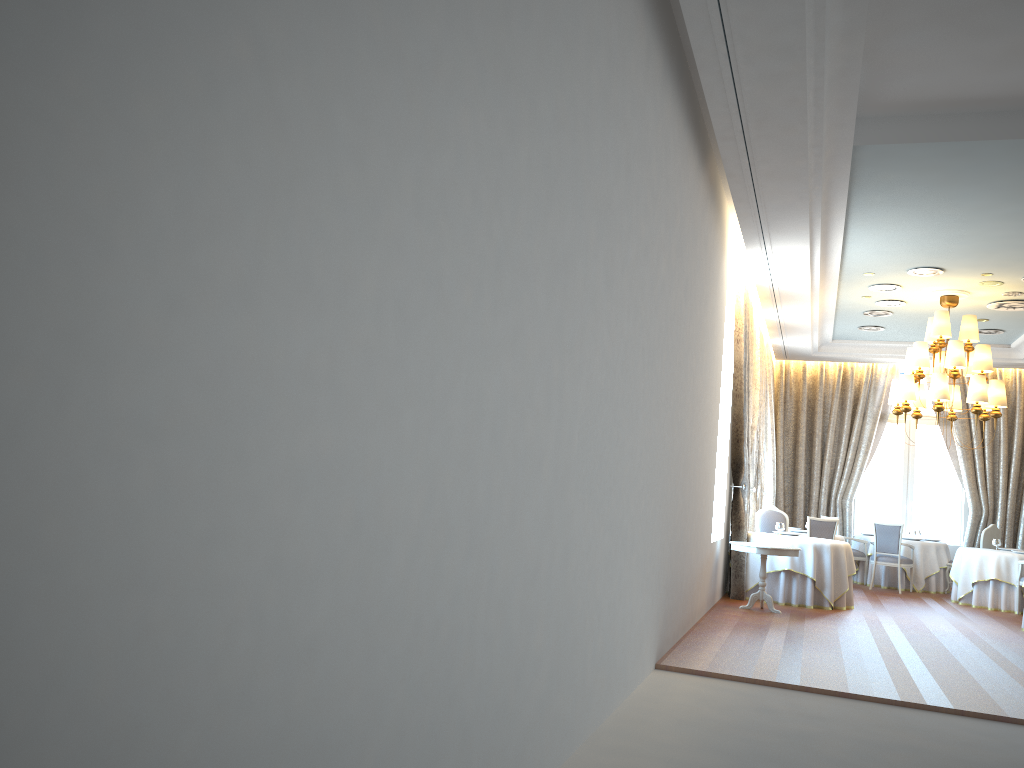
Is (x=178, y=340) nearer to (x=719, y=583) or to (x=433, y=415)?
(x=433, y=415)

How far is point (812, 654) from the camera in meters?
7.7 m

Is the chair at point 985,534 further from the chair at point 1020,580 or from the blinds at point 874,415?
the blinds at point 874,415

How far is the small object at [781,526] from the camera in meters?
12.1 m

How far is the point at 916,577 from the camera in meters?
14.7

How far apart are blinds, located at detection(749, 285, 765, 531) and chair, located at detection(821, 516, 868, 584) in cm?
245

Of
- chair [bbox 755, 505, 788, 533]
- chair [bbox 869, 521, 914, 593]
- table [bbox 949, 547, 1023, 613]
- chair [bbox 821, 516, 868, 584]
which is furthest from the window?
chair [bbox 755, 505, 788, 533]

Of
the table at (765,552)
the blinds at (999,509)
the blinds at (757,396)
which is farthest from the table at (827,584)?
the blinds at (999,509)

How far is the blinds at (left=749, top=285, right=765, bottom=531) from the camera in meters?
13.6

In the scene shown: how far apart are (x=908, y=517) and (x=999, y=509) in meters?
1.6
